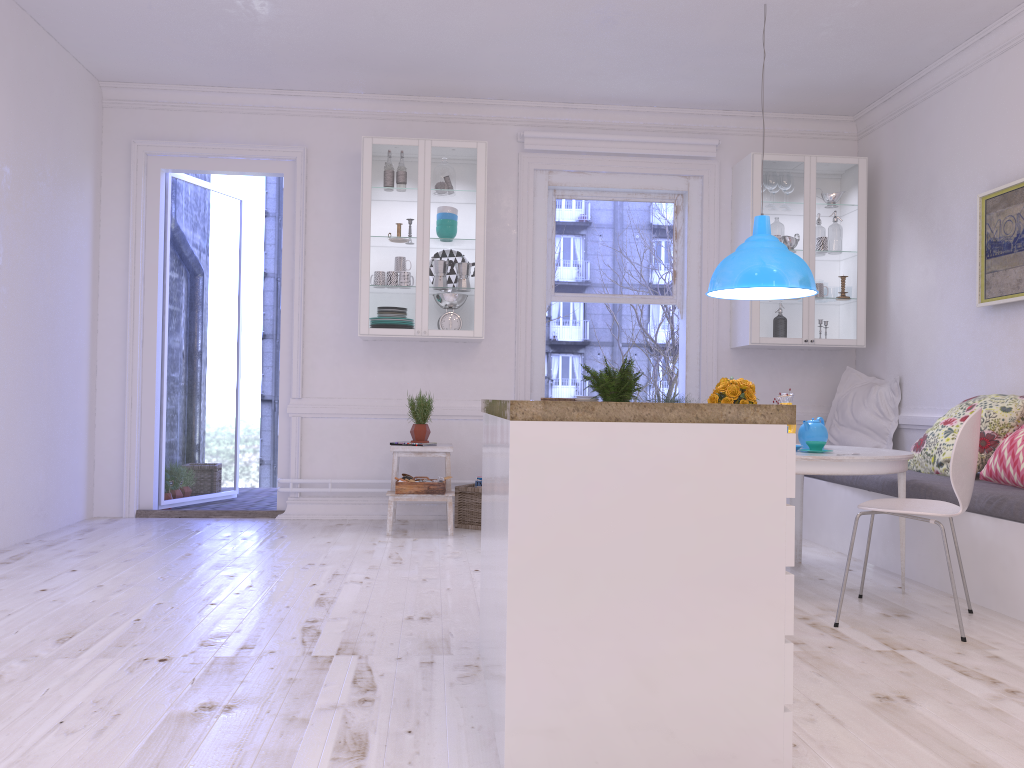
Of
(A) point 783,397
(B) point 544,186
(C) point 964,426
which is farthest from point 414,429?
(C) point 964,426

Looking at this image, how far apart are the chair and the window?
2.7m

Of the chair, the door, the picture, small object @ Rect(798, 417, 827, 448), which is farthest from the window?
the chair

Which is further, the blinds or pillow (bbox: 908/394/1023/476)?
the blinds

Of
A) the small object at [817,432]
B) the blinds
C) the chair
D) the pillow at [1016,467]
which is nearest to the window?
the blinds

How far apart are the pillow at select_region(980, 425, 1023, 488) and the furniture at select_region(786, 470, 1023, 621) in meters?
0.0

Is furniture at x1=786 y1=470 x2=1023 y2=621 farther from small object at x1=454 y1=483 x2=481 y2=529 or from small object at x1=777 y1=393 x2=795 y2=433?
small object at x1=454 y1=483 x2=481 y2=529

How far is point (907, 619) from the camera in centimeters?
350cm

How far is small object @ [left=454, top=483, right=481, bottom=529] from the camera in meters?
5.7 m

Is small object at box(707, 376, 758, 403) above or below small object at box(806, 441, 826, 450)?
above
